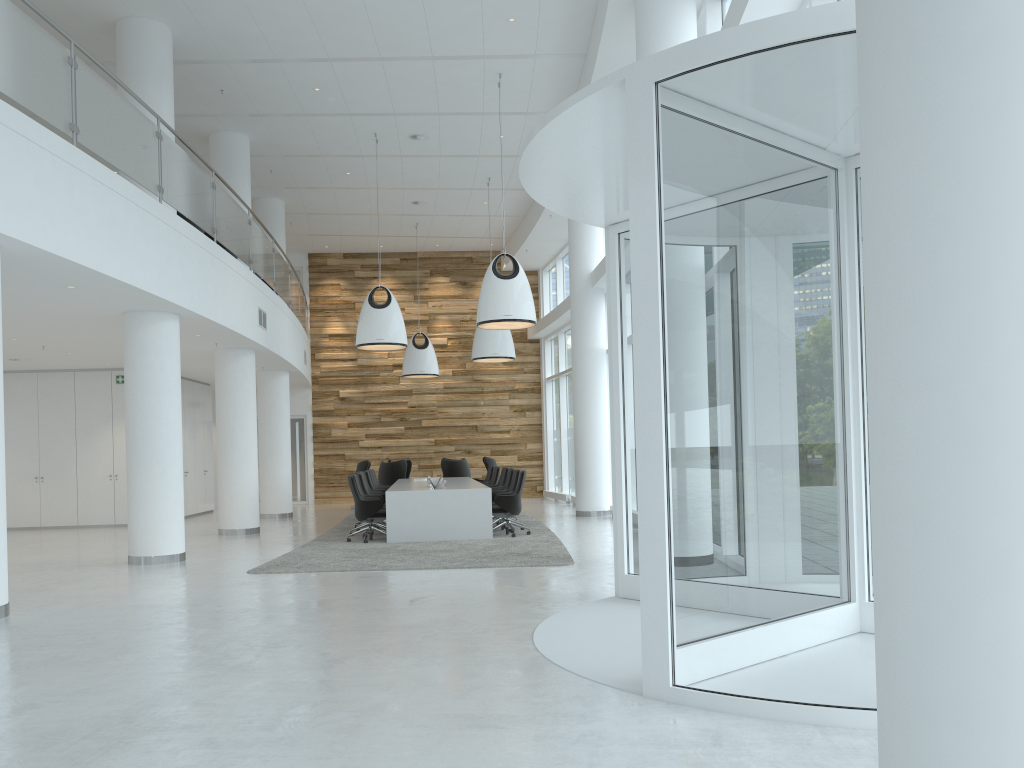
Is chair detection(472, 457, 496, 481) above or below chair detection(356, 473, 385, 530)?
above

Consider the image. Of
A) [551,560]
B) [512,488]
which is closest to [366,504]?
[512,488]

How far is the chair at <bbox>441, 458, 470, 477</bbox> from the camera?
19.56m

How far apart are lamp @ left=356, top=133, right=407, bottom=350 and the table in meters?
2.4

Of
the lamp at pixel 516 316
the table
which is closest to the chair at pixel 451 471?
the table

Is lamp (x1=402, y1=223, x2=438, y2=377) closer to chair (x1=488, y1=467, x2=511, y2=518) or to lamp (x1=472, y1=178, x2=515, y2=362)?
lamp (x1=472, y1=178, x2=515, y2=362)

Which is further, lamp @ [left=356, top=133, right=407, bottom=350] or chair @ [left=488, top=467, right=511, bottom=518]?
→ chair @ [left=488, top=467, right=511, bottom=518]

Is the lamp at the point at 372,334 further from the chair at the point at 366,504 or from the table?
the chair at the point at 366,504

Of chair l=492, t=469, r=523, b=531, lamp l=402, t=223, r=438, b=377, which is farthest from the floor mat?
lamp l=402, t=223, r=438, b=377

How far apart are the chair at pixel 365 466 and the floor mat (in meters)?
1.86
